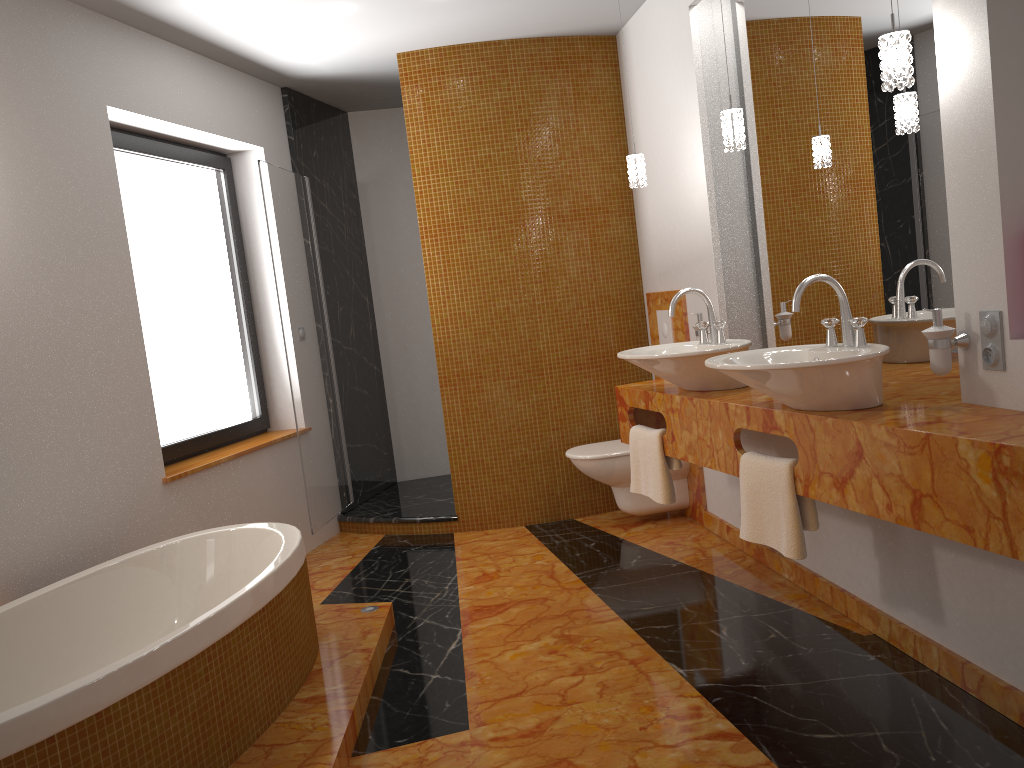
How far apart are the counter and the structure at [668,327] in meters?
0.8 m

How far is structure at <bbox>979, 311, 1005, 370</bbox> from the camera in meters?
2.1

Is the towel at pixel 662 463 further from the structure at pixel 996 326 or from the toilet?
the structure at pixel 996 326

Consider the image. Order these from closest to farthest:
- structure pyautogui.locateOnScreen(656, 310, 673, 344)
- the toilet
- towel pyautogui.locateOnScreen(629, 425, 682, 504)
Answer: towel pyautogui.locateOnScreen(629, 425, 682, 504), the toilet, structure pyautogui.locateOnScreen(656, 310, 673, 344)

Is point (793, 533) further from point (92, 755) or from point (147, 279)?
point (147, 279)

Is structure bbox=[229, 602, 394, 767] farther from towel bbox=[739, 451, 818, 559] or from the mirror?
the mirror

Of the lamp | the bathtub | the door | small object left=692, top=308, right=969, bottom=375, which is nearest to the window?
the door

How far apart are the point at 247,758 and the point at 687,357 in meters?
1.8 m

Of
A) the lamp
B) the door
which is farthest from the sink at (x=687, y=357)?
the door

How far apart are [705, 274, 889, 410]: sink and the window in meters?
2.5
